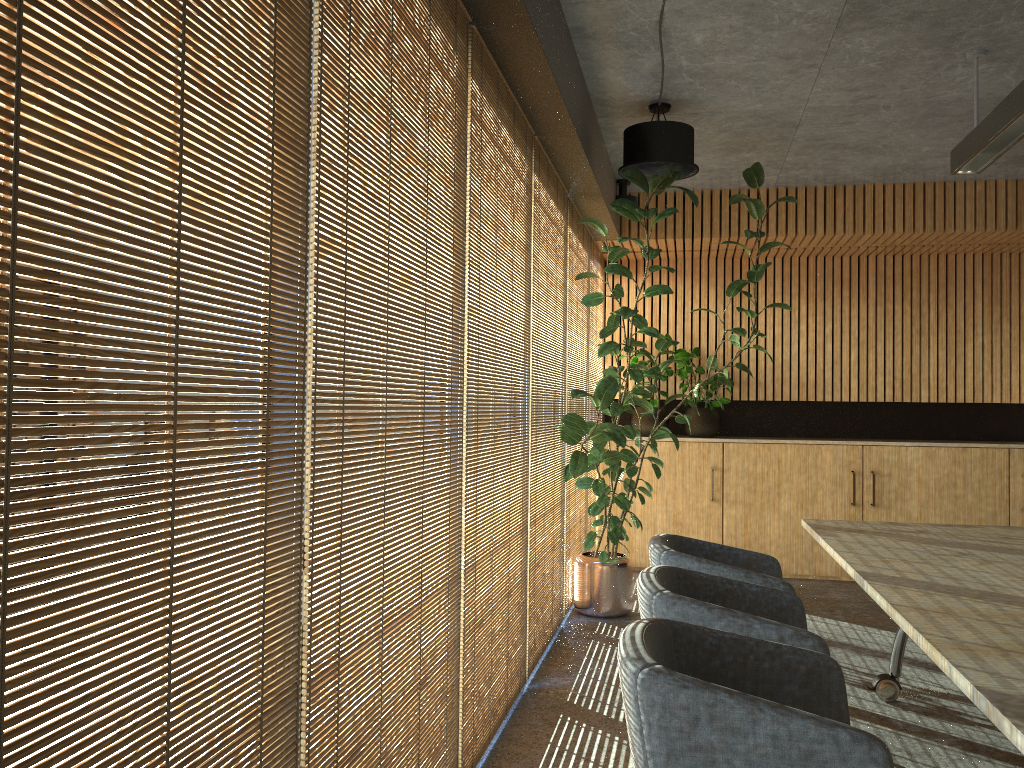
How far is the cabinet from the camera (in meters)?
7.86

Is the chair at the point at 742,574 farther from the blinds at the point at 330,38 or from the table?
the blinds at the point at 330,38

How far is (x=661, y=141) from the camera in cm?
548

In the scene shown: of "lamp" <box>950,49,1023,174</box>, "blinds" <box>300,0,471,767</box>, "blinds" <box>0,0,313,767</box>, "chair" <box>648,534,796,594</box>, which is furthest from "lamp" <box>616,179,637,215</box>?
"blinds" <box>0,0,313,767</box>

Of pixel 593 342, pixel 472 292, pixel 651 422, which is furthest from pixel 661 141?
pixel 651 422

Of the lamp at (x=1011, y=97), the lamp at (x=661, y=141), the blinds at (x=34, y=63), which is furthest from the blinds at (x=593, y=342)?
the blinds at (x=34, y=63)

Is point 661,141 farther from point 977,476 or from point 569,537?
point 977,476

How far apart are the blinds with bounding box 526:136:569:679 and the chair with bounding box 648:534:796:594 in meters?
0.9 m

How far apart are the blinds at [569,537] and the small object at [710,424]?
1.4m

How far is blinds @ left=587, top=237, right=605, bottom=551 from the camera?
8.1m
